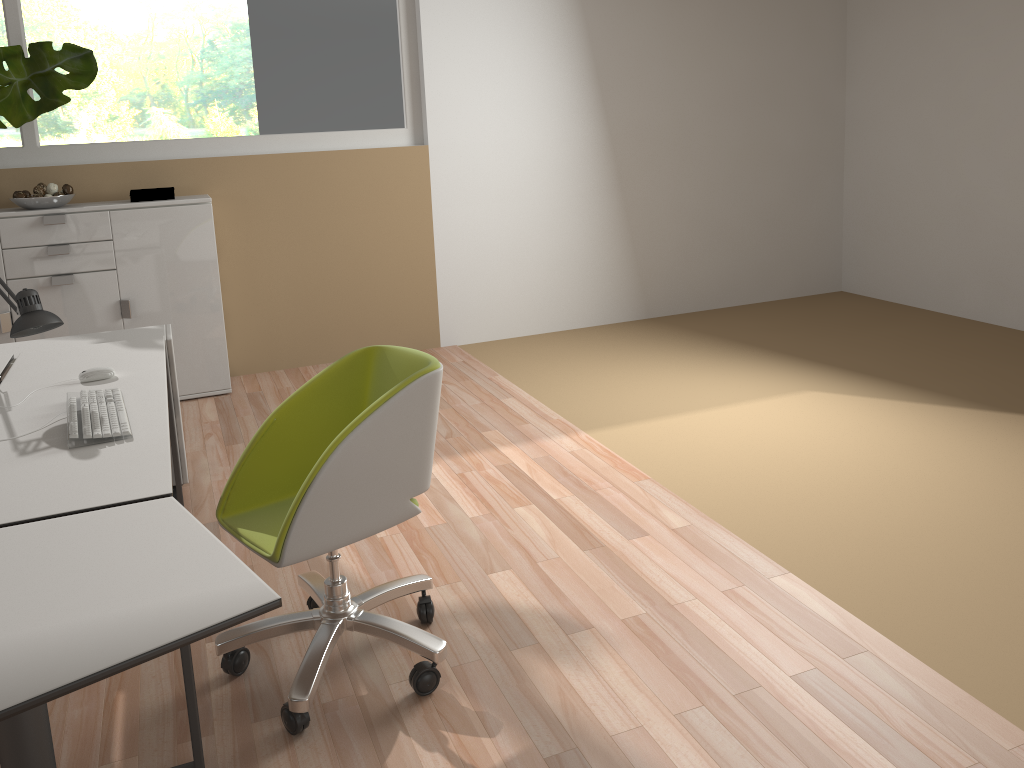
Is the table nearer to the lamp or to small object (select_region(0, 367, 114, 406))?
the lamp

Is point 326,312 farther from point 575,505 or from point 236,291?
point 575,505

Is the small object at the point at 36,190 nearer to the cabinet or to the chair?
the cabinet

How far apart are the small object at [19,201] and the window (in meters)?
0.40

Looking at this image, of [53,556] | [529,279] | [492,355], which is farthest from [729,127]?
[53,556]

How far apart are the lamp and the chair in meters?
0.7 m

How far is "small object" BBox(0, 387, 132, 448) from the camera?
2.18m

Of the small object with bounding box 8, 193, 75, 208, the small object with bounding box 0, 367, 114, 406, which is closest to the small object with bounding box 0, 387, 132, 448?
the small object with bounding box 0, 367, 114, 406

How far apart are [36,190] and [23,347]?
1.51m

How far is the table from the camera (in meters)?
1.29
